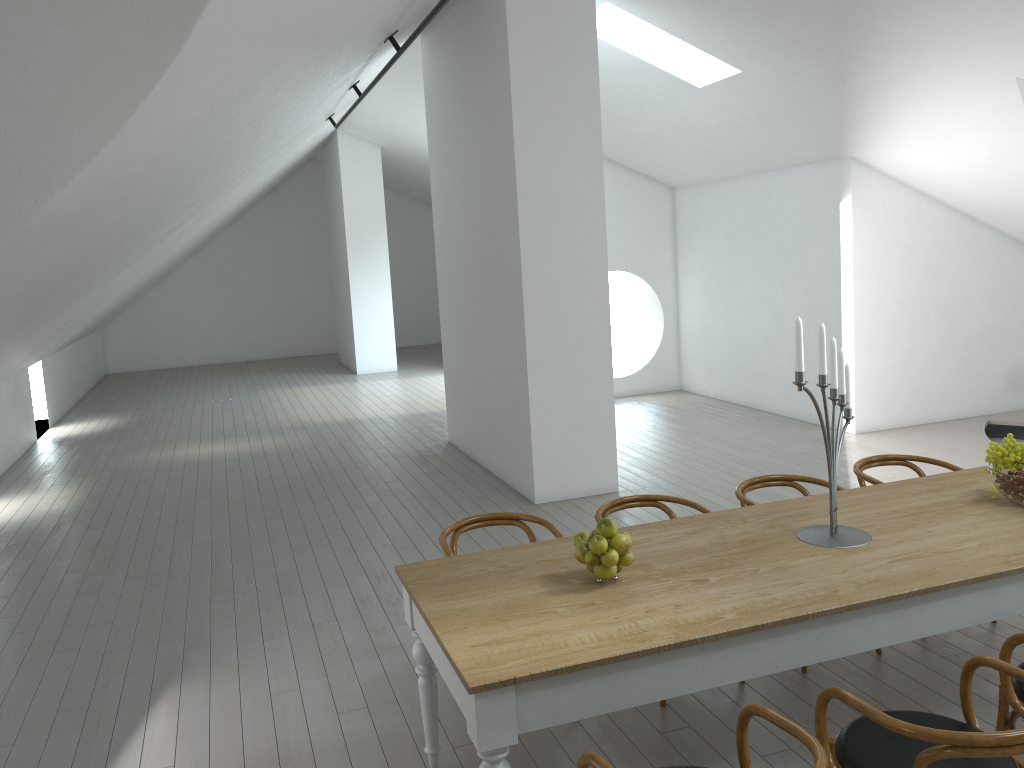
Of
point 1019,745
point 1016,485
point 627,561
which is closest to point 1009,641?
point 1019,745

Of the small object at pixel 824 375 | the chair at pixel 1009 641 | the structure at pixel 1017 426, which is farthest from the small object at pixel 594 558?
the structure at pixel 1017 426

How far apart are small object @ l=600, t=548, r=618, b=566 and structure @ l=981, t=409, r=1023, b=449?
6.44m

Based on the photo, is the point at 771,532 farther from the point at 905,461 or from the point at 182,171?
the point at 182,171

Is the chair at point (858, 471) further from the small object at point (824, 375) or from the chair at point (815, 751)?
the chair at point (815, 751)

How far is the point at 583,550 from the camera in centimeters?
299cm

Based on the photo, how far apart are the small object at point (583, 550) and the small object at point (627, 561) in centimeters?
13cm

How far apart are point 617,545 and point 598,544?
0.1m

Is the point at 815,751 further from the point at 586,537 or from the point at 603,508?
the point at 603,508

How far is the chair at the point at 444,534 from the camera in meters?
3.9
